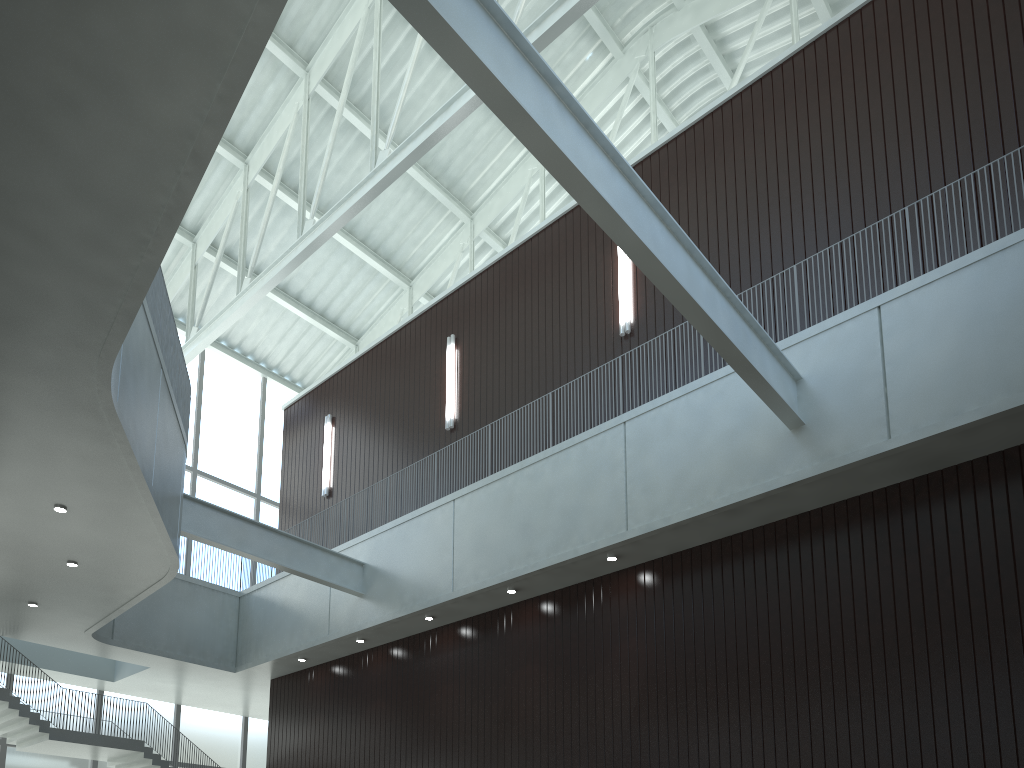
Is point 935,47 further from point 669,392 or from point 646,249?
point 646,249
